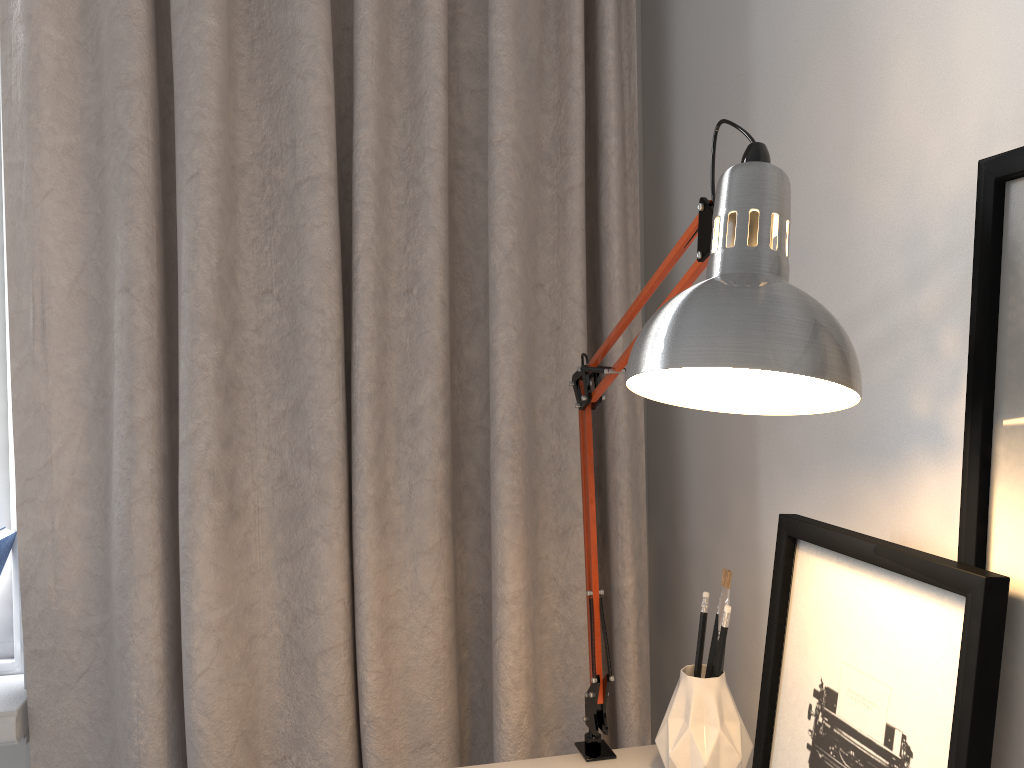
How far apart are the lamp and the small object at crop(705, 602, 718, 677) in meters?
0.1 m

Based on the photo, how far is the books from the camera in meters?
1.2

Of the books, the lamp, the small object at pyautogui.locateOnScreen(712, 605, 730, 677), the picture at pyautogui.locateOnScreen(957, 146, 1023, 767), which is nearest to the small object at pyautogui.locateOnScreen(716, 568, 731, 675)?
the small object at pyautogui.locateOnScreen(712, 605, 730, 677)

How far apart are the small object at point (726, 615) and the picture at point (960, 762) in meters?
0.1

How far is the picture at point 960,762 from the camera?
0.6 meters

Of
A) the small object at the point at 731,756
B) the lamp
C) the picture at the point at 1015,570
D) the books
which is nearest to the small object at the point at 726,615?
the small object at the point at 731,756

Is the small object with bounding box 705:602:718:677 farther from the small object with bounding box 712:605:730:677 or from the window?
the window

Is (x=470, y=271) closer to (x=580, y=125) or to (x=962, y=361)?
(x=580, y=125)

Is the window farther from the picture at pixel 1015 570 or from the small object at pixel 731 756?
the picture at pixel 1015 570

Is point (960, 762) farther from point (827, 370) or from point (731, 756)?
point (731, 756)
